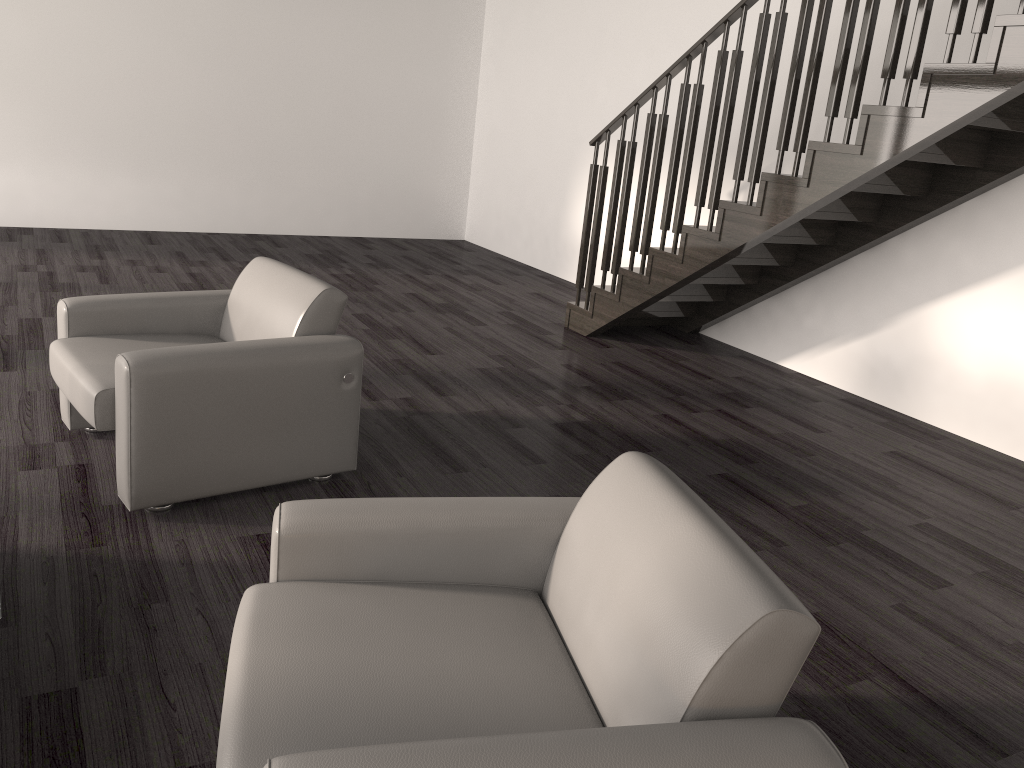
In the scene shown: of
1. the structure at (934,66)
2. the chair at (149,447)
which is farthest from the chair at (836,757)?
the structure at (934,66)

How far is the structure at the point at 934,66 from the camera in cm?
360

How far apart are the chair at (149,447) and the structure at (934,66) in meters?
2.3 m

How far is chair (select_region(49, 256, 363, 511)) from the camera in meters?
2.8 m

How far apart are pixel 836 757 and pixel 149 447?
2.3m

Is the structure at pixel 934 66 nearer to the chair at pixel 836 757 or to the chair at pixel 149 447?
the chair at pixel 149 447

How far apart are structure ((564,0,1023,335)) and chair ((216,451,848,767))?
2.5m

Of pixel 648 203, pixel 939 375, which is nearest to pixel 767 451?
pixel 939 375

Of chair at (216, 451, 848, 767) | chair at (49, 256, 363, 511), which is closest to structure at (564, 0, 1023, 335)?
chair at (49, 256, 363, 511)

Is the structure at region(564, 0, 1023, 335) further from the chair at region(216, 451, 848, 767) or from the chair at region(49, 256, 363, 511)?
the chair at region(216, 451, 848, 767)
